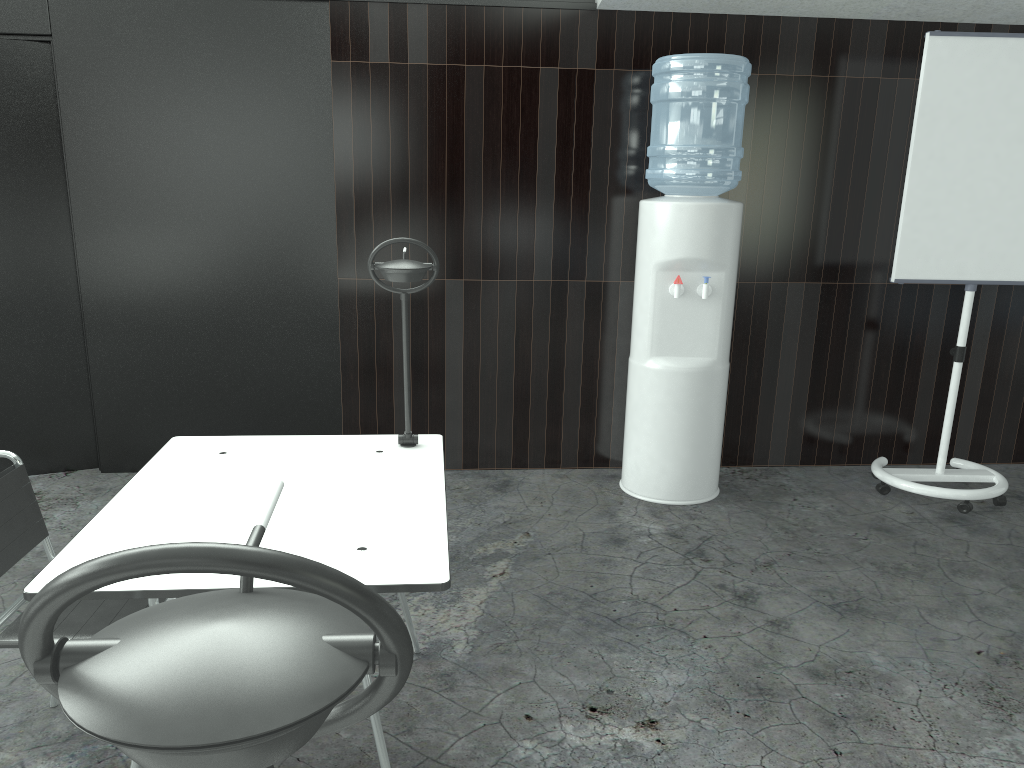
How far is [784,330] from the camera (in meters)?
4.05

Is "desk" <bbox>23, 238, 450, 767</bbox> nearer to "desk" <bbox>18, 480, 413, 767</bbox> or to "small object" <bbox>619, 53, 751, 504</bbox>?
"desk" <bbox>18, 480, 413, 767</bbox>

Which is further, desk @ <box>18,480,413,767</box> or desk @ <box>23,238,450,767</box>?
desk @ <box>23,238,450,767</box>

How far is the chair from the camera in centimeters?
183cm

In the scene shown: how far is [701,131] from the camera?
3.4 meters

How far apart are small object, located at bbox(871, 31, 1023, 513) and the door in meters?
3.4

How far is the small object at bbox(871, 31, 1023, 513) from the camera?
3.4m

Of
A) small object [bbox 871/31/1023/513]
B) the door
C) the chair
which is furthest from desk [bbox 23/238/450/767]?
small object [bbox 871/31/1023/513]

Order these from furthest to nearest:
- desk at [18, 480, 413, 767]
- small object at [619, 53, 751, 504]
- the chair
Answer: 1. small object at [619, 53, 751, 504]
2. the chair
3. desk at [18, 480, 413, 767]

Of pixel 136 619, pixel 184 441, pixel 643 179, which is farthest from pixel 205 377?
pixel 136 619
